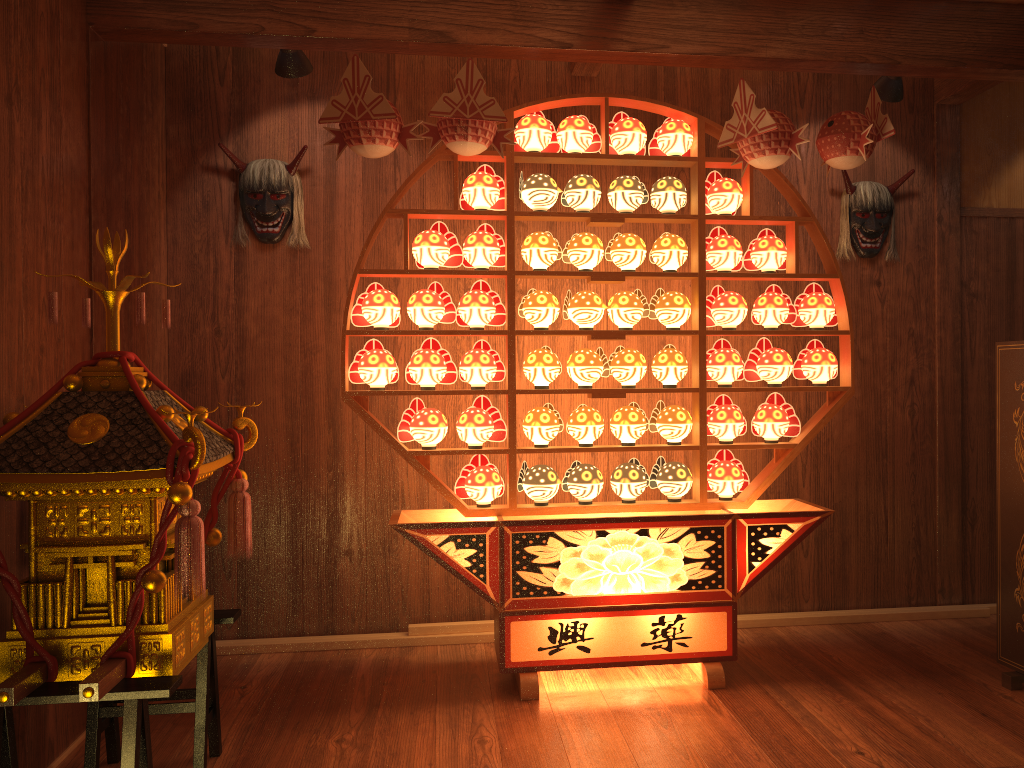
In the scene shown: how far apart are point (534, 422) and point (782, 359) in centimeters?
97cm

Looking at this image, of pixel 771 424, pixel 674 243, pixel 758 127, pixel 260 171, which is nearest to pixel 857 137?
pixel 758 127

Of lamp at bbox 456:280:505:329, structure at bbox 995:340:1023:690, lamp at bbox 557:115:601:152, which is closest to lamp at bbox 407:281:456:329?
lamp at bbox 456:280:505:329

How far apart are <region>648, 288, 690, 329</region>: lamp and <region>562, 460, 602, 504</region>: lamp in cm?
61

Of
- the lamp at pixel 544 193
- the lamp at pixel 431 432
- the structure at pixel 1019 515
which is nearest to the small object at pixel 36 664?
the lamp at pixel 431 432

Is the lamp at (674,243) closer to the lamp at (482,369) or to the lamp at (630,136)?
the lamp at (630,136)

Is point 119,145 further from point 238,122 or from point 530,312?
point 530,312

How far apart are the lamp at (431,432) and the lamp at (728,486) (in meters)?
1.03

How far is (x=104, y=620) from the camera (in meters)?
2.15

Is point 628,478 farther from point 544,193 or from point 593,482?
point 544,193
